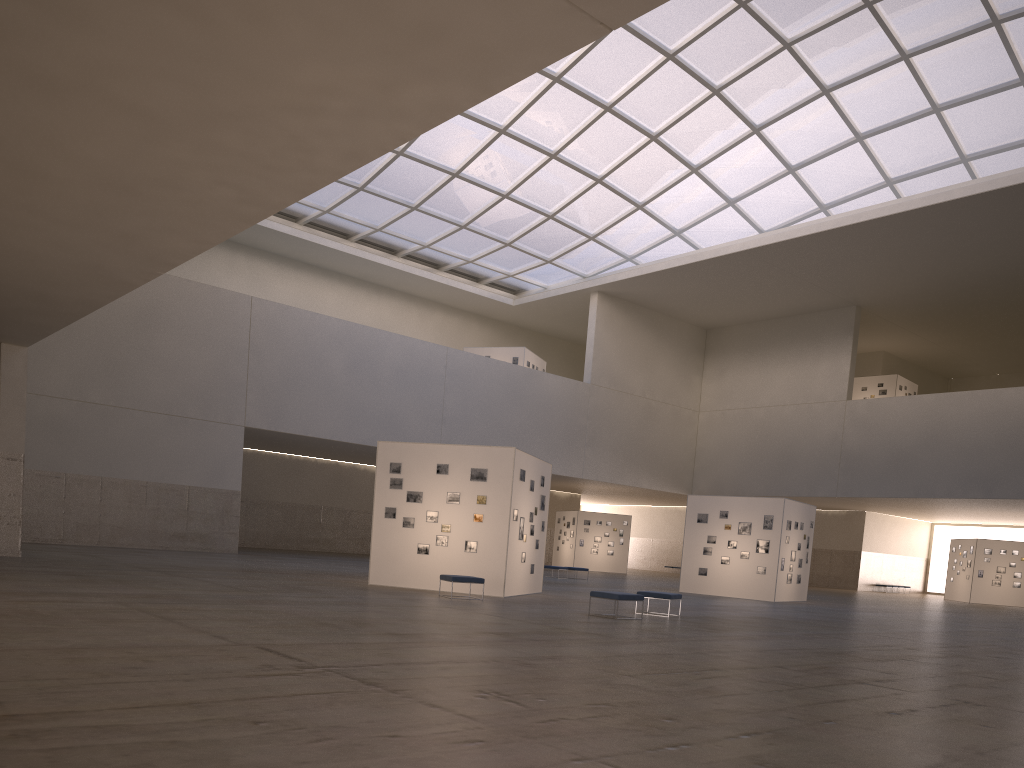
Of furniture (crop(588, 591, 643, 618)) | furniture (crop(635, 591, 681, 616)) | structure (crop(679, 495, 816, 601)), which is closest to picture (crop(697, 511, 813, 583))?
structure (crop(679, 495, 816, 601))

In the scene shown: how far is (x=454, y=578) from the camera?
23.7m

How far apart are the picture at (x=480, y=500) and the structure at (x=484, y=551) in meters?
0.2 m

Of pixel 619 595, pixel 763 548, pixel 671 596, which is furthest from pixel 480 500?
pixel 763 548

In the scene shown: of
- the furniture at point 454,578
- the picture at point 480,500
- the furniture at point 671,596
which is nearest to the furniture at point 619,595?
the furniture at point 671,596

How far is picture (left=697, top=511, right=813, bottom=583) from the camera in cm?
3772

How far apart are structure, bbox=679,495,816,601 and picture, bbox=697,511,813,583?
0.26m

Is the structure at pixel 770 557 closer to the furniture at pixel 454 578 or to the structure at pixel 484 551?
the structure at pixel 484 551

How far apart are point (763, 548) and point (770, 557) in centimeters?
47cm

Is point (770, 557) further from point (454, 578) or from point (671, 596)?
point (454, 578)
